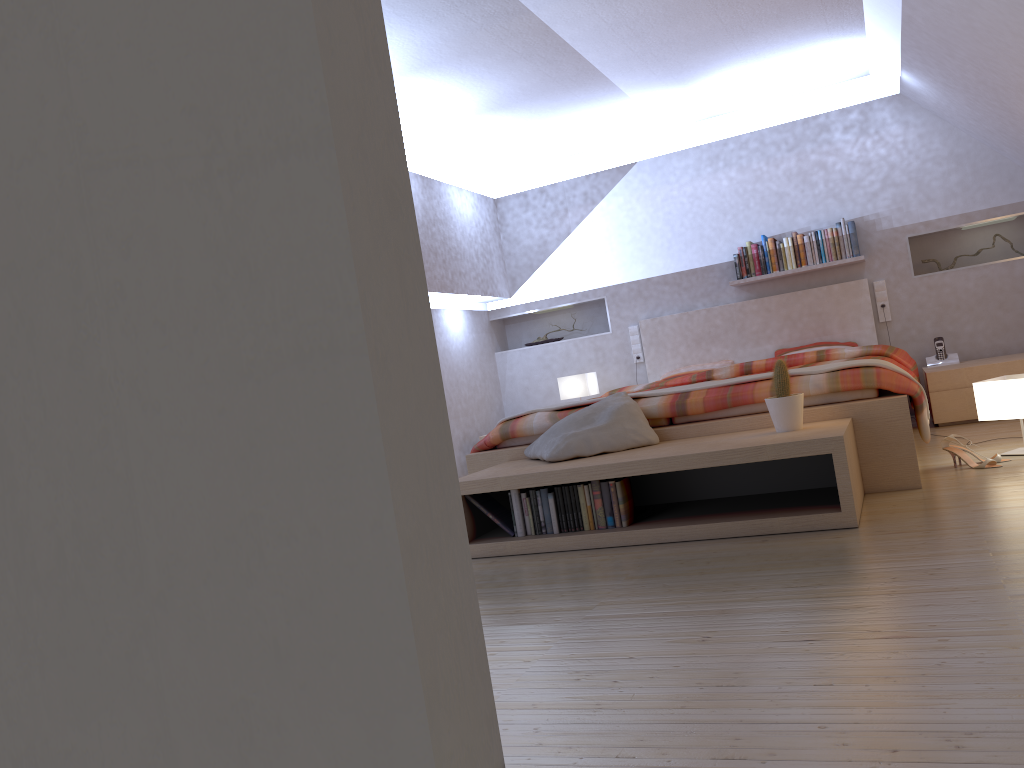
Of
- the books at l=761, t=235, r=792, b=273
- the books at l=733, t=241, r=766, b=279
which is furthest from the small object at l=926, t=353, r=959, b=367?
the books at l=733, t=241, r=766, b=279

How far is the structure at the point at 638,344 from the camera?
6.9 meters

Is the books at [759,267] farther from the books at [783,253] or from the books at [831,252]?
the books at [831,252]

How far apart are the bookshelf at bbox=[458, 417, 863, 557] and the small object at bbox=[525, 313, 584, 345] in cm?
347

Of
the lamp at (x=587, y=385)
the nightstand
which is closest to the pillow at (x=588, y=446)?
the nightstand

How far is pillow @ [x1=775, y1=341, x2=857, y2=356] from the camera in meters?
6.1 m

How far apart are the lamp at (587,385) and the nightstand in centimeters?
226cm

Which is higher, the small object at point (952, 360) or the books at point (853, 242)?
the books at point (853, 242)

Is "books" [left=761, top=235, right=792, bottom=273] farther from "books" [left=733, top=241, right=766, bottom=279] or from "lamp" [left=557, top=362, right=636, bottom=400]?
"lamp" [left=557, top=362, right=636, bottom=400]

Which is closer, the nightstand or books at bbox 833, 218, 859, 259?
the nightstand
